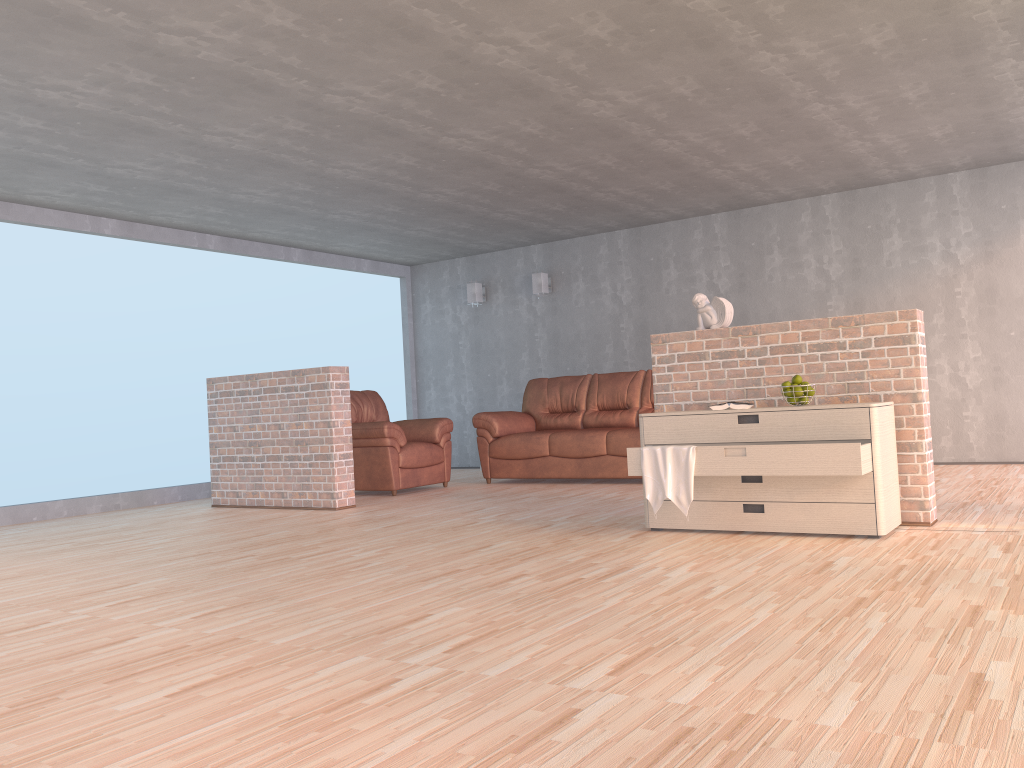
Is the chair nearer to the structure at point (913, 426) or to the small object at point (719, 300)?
the structure at point (913, 426)

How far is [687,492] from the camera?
4.3m

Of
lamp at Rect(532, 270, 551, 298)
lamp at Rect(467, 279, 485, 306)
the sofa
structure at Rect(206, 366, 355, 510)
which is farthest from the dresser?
lamp at Rect(467, 279, 485, 306)

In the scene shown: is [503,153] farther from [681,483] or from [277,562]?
[277,562]

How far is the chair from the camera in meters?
7.3 m

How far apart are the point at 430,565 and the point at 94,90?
3.1m

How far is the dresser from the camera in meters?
4.0 m

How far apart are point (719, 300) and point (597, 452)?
2.77m

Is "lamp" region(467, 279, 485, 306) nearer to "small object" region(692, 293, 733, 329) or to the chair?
the chair

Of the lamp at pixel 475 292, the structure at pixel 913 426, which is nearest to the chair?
the lamp at pixel 475 292
